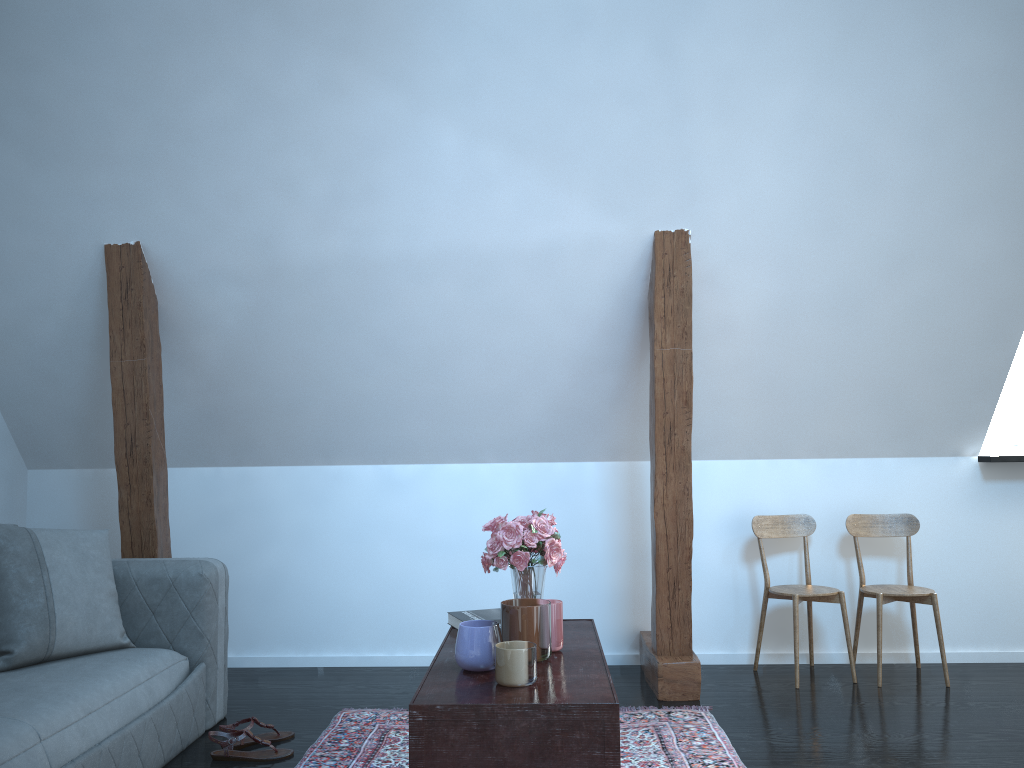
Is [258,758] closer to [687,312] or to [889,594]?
[687,312]

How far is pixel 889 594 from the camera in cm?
376

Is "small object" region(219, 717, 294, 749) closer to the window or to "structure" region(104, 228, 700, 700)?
"structure" region(104, 228, 700, 700)

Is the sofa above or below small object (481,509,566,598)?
below

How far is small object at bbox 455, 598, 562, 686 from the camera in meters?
1.9 m

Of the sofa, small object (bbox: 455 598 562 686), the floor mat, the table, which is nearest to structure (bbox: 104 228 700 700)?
the floor mat

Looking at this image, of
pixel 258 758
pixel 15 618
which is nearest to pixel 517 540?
pixel 258 758

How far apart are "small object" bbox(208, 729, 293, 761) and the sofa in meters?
0.1 m

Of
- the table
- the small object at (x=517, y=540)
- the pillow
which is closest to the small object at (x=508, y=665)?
the table

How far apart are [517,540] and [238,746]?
1.4 meters
